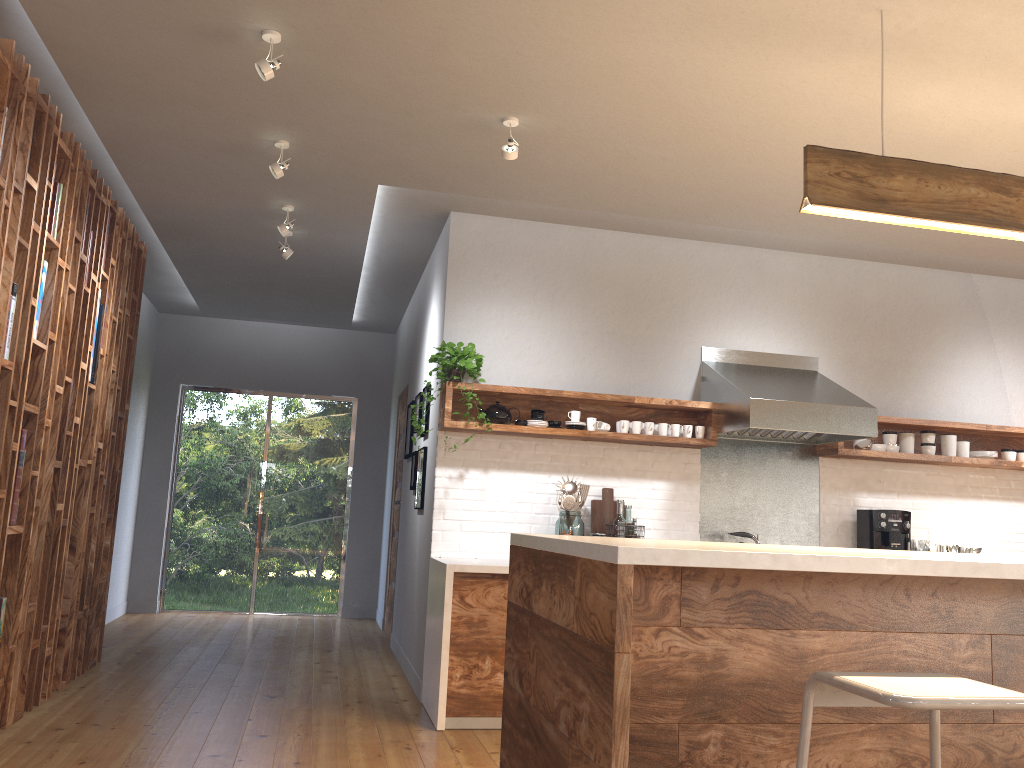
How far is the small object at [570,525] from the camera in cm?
488

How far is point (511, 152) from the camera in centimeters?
383cm

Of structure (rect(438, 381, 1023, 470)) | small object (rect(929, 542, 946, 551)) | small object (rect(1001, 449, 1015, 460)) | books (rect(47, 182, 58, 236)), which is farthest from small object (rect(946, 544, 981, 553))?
books (rect(47, 182, 58, 236))

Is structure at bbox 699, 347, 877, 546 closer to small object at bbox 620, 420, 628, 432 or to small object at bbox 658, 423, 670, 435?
small object at bbox 658, 423, 670, 435

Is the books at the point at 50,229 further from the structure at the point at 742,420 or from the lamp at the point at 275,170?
the structure at the point at 742,420

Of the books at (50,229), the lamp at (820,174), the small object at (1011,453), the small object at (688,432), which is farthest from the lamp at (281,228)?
the small object at (1011,453)

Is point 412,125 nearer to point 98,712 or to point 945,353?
point 98,712

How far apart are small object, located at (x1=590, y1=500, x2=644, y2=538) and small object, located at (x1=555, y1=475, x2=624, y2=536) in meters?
0.1

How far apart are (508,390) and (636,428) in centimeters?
79cm

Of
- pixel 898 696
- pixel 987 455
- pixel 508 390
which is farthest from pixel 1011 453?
pixel 898 696
